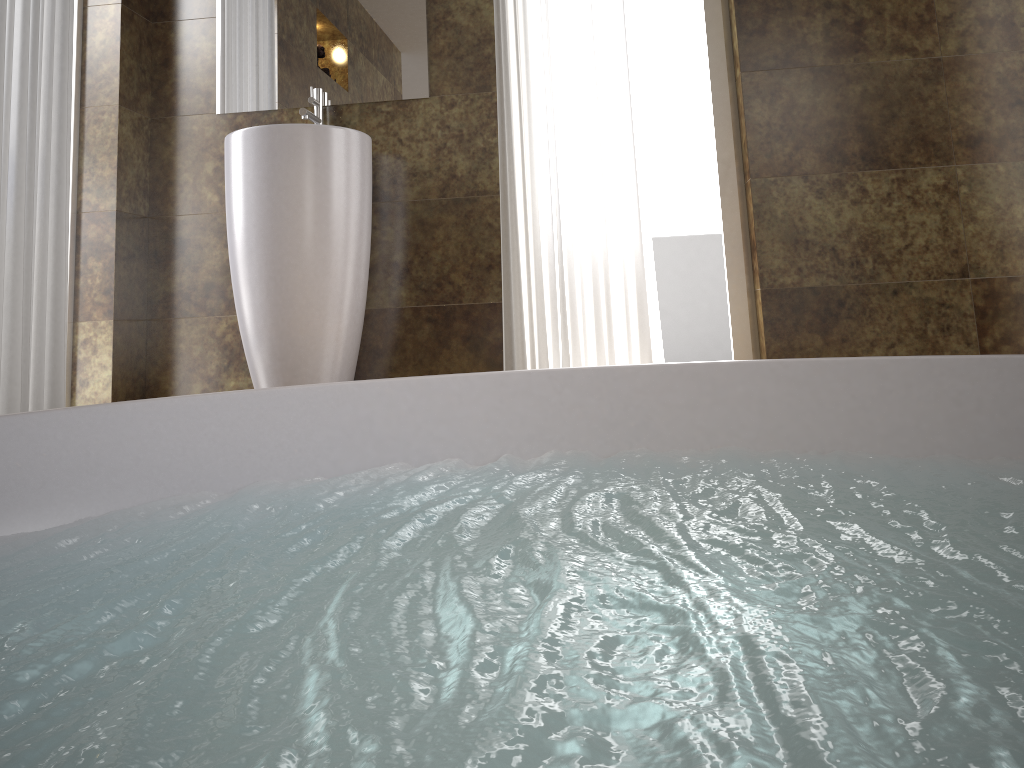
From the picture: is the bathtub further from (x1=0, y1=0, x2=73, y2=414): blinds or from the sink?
(x1=0, y1=0, x2=73, y2=414): blinds

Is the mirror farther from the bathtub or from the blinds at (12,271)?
the bathtub

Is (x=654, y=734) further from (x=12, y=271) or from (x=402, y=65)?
A: (x=402, y=65)

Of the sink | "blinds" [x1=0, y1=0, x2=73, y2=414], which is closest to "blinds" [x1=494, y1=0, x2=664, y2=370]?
the sink

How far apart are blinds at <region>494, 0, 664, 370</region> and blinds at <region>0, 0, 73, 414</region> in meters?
1.3 m

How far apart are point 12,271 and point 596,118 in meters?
1.7

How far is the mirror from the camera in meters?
2.9 m

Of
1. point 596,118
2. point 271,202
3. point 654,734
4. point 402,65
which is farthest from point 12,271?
point 654,734

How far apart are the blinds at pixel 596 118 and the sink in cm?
43

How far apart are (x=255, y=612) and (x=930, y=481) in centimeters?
83cm
